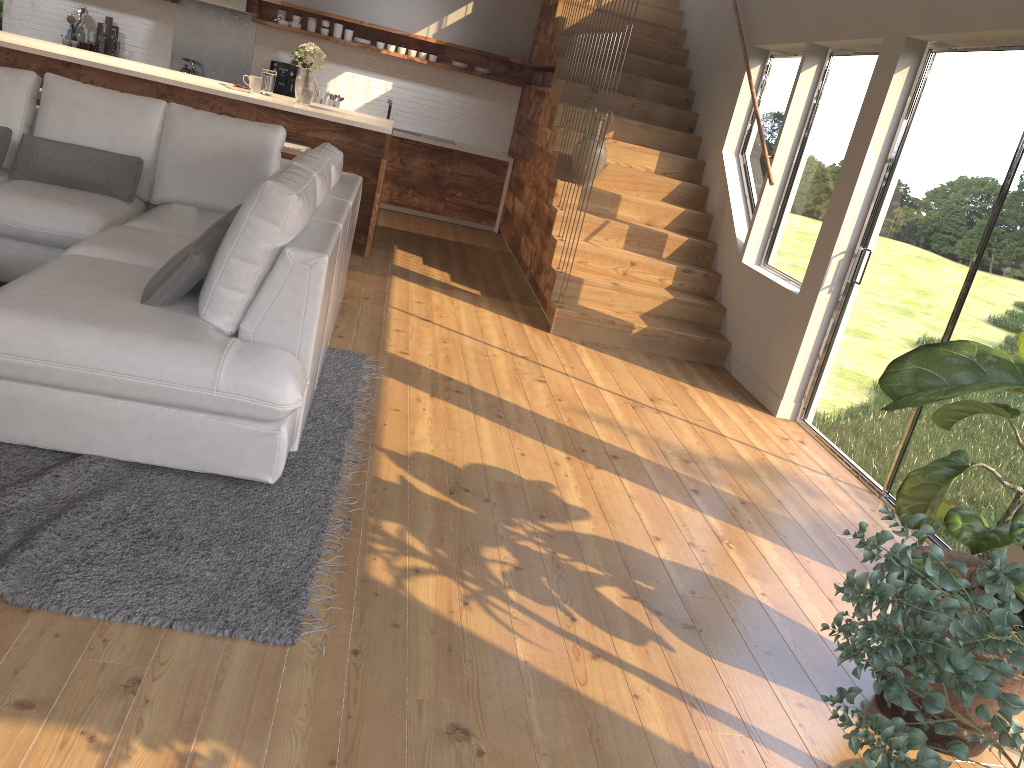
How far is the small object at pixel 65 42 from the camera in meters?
8.6 m

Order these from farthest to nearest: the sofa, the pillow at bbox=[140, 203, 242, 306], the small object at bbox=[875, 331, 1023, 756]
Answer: the pillow at bbox=[140, 203, 242, 306] < the sofa < the small object at bbox=[875, 331, 1023, 756]

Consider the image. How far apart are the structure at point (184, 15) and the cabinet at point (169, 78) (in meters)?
1.94

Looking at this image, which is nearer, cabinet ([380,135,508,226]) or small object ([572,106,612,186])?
small object ([572,106,612,186])

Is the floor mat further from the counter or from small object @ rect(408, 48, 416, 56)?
small object @ rect(408, 48, 416, 56)

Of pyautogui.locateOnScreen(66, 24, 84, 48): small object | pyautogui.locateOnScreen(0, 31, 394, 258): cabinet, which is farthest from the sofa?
pyautogui.locateOnScreen(66, 24, 84, 48): small object

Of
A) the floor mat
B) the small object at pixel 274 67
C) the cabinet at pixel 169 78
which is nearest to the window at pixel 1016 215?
the floor mat

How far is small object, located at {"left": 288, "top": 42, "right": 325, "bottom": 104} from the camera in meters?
6.6

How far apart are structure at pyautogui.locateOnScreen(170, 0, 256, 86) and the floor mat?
5.46m

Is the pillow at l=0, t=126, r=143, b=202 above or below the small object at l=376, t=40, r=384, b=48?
below
